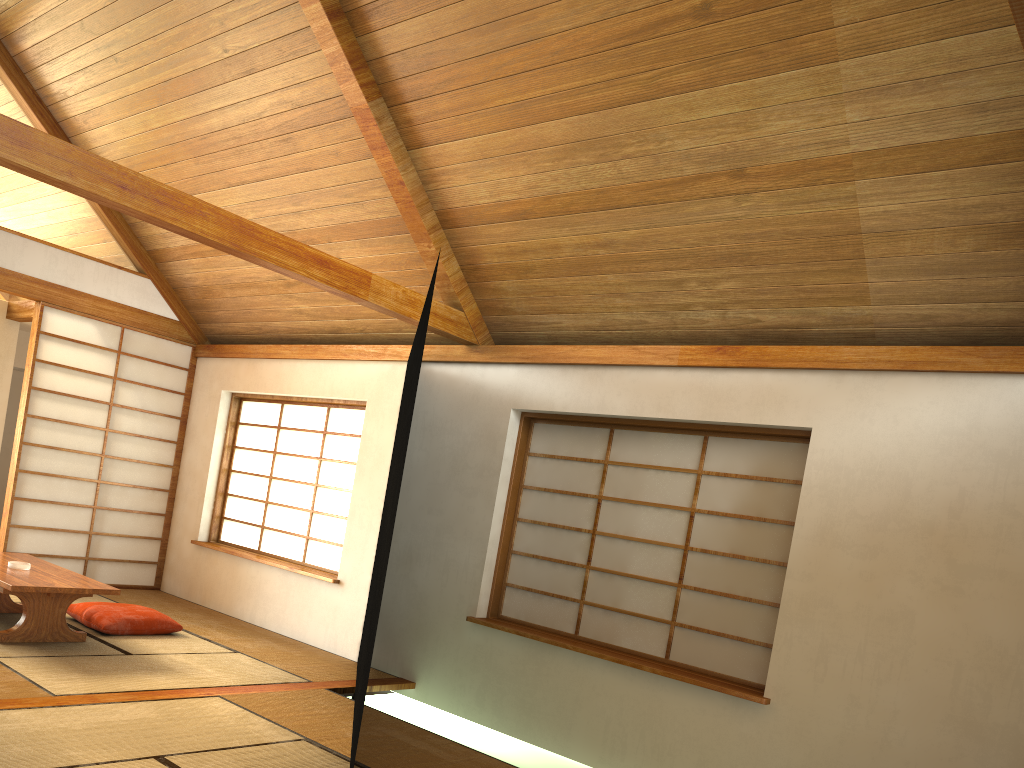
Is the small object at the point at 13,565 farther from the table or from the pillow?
the pillow

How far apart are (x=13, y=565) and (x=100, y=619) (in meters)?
0.55

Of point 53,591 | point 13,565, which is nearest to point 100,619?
point 13,565

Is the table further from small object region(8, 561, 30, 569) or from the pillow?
the pillow

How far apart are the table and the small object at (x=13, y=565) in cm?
3

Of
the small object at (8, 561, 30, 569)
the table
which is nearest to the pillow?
the table

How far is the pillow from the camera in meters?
4.9 m

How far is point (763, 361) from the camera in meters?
4.2 m

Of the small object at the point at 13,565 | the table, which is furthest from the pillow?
the small object at the point at 13,565

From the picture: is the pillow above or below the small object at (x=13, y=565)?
below
